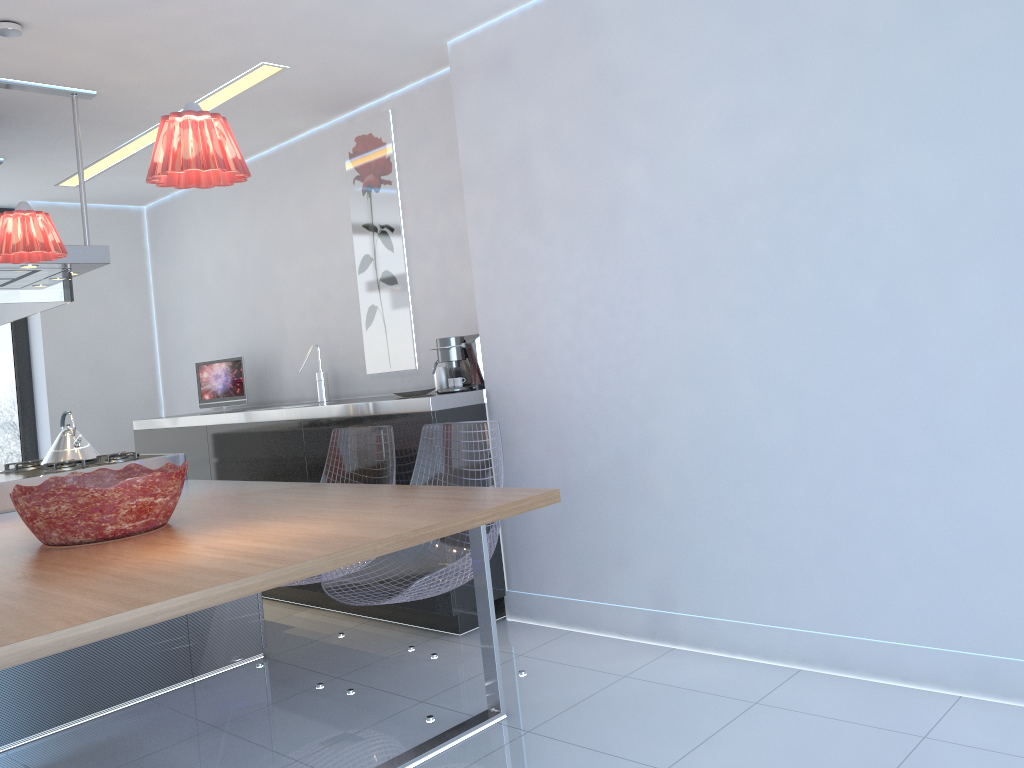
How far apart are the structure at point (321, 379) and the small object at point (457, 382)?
1.3m

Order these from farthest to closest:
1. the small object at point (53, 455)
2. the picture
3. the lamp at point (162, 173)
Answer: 1. the picture
2. the small object at point (53, 455)
3. the lamp at point (162, 173)

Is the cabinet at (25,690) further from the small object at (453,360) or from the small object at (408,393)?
the small object at (453,360)

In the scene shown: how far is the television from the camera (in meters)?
5.33

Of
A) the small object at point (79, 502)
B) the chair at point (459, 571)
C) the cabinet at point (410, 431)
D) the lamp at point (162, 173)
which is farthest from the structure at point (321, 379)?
the lamp at point (162, 173)

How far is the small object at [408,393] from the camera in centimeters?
385cm

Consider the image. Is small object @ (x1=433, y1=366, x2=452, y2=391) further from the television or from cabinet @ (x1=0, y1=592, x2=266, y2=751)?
the television

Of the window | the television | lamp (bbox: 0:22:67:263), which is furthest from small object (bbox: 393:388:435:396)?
the window

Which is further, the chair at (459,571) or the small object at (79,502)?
the chair at (459,571)

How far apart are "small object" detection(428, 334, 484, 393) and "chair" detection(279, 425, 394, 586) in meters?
0.4 m
